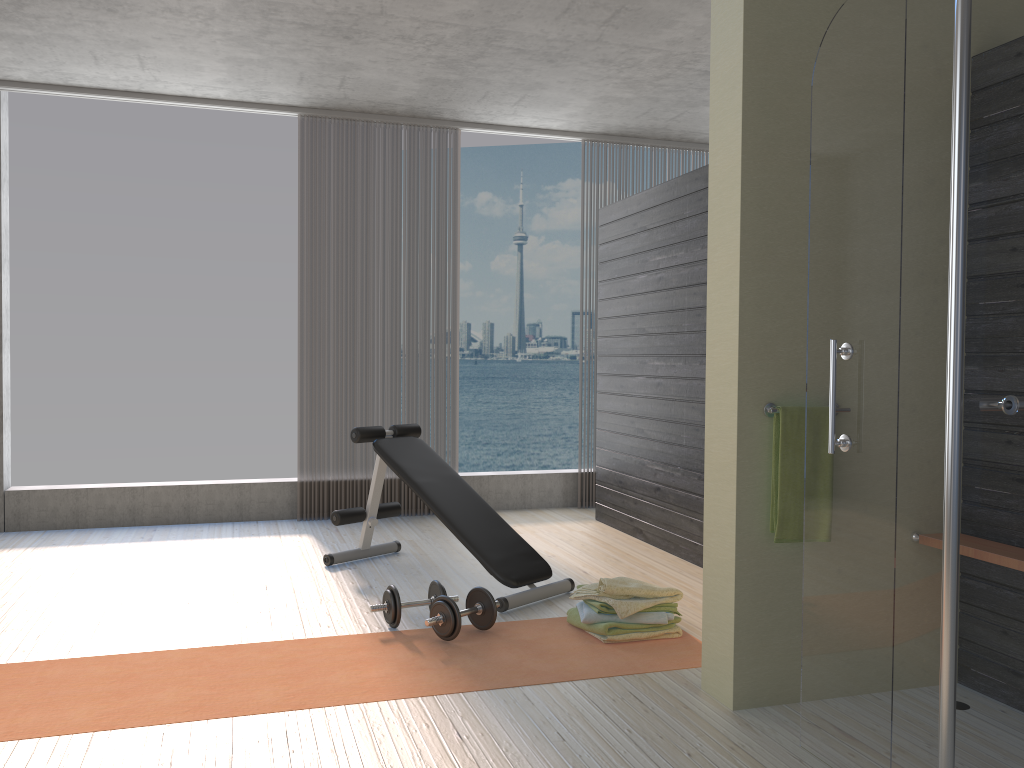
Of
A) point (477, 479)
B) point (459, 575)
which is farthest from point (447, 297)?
point (459, 575)

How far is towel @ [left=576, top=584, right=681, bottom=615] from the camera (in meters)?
3.48

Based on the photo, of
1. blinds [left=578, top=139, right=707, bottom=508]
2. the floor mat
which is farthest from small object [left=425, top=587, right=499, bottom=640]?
blinds [left=578, top=139, right=707, bottom=508]

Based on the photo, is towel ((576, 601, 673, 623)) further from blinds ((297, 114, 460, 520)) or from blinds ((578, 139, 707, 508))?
blinds ((578, 139, 707, 508))

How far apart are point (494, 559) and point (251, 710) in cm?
149

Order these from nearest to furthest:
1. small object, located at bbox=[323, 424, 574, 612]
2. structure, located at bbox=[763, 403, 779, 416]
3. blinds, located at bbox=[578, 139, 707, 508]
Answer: structure, located at bbox=[763, 403, 779, 416] → small object, located at bbox=[323, 424, 574, 612] → blinds, located at bbox=[578, 139, 707, 508]

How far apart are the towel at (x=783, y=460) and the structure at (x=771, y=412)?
0.0 meters

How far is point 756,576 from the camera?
2.82m

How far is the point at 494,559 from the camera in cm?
405

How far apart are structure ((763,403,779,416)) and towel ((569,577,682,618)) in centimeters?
106cm
